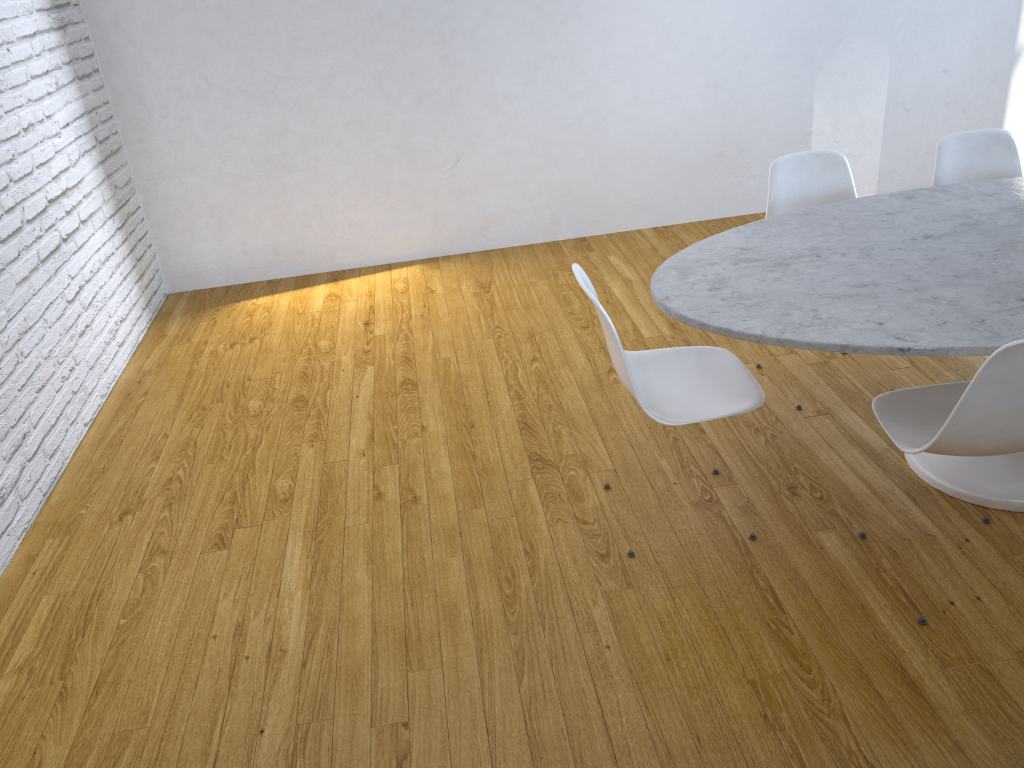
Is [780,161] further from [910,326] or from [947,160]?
[910,326]

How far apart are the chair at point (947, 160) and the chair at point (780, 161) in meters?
0.3

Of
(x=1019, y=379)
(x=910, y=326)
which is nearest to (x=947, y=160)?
(x=910, y=326)

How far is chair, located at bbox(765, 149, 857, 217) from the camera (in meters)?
2.80

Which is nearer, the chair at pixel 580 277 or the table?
the table

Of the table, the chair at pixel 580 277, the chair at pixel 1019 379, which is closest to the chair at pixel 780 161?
the table

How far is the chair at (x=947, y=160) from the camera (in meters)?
2.83

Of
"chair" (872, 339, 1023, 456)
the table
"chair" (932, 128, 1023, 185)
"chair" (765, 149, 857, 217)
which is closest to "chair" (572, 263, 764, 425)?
the table

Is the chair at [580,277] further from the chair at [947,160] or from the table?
the chair at [947,160]

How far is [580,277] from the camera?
2.0m
